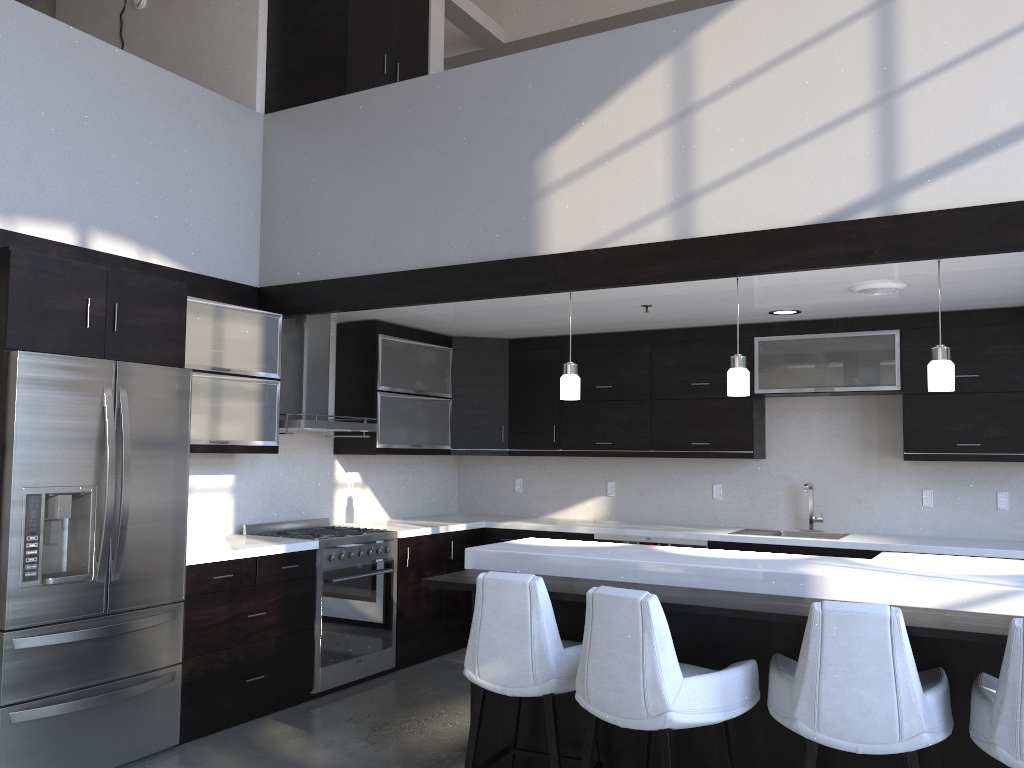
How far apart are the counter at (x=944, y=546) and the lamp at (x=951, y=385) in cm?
177

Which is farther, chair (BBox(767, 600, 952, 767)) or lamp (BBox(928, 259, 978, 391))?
lamp (BBox(928, 259, 978, 391))

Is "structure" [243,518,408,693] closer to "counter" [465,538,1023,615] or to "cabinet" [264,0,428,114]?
"counter" [465,538,1023,615]

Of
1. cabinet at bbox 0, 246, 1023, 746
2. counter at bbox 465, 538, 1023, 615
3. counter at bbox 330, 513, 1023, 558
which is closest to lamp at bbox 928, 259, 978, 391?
counter at bbox 465, 538, 1023, 615

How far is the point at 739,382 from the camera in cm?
404

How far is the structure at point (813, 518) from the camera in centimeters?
590cm

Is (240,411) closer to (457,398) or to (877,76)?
(457,398)

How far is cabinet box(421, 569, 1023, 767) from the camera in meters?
2.9 m

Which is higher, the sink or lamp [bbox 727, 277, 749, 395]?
lamp [bbox 727, 277, 749, 395]

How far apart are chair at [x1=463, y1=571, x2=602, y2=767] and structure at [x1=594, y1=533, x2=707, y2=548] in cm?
236
